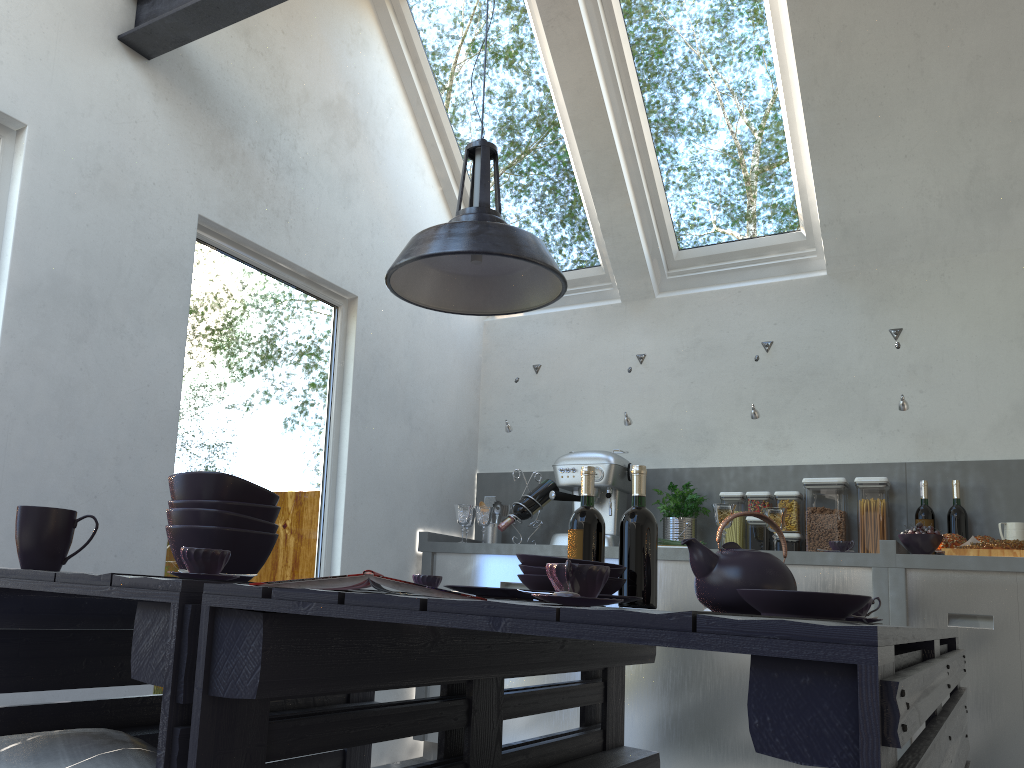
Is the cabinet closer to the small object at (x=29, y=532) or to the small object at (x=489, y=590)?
the small object at (x=489, y=590)

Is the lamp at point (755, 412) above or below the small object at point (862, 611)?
above

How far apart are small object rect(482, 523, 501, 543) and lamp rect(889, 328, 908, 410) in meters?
2.0

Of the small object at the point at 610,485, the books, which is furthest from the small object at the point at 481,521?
the books

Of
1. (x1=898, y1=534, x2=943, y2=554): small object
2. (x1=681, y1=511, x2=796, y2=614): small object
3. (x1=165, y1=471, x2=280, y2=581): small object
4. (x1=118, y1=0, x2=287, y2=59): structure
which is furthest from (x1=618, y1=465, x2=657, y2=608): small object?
(x1=118, y1=0, x2=287, y2=59): structure

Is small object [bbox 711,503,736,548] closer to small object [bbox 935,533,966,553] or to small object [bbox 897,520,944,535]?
small object [bbox 897,520,944,535]

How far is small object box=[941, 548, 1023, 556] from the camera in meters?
3.2 m

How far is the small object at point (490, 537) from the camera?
4.53m

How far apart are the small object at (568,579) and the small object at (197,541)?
0.8 meters

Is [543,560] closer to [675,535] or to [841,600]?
[841,600]
